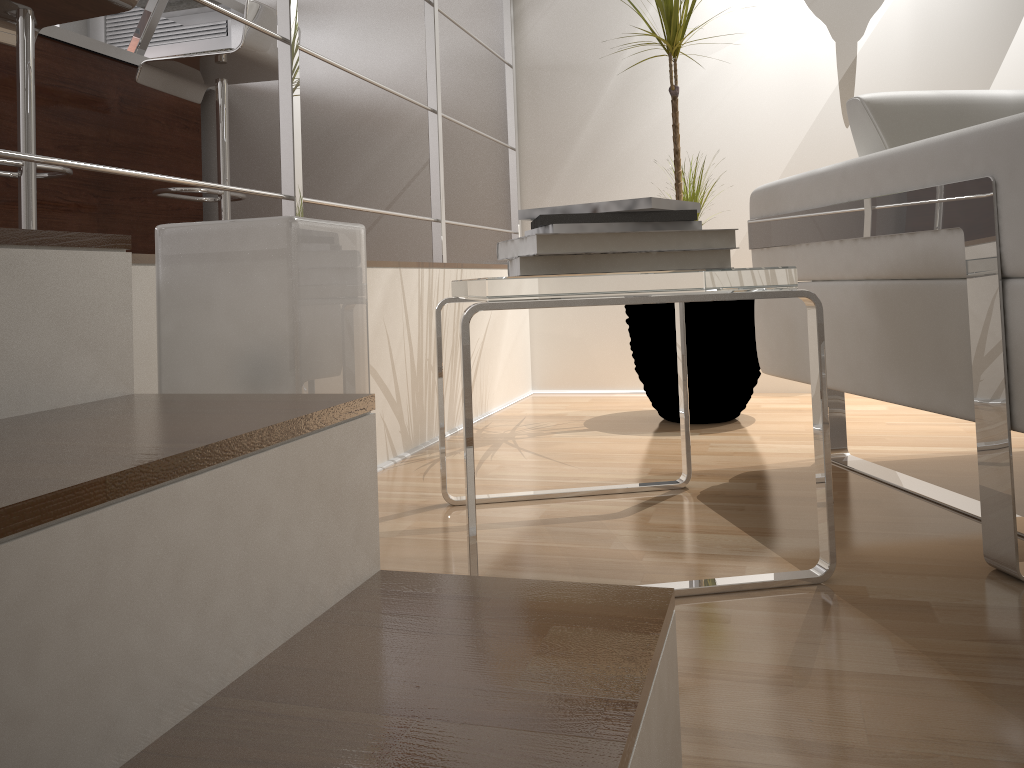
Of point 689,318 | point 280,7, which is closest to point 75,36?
point 280,7

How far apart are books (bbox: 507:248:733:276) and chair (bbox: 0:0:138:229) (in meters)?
1.39

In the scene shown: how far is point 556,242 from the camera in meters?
1.1 m

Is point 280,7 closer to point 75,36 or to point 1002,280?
point 1002,280

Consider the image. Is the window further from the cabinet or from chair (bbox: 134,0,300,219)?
chair (bbox: 134,0,300,219)

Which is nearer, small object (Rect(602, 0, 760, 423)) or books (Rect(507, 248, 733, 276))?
books (Rect(507, 248, 733, 276))

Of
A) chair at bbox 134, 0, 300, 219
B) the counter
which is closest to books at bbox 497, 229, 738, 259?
chair at bbox 134, 0, 300, 219

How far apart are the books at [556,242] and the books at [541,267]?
0.01m

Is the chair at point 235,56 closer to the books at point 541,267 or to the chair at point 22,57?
the chair at point 22,57

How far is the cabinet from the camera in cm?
261
